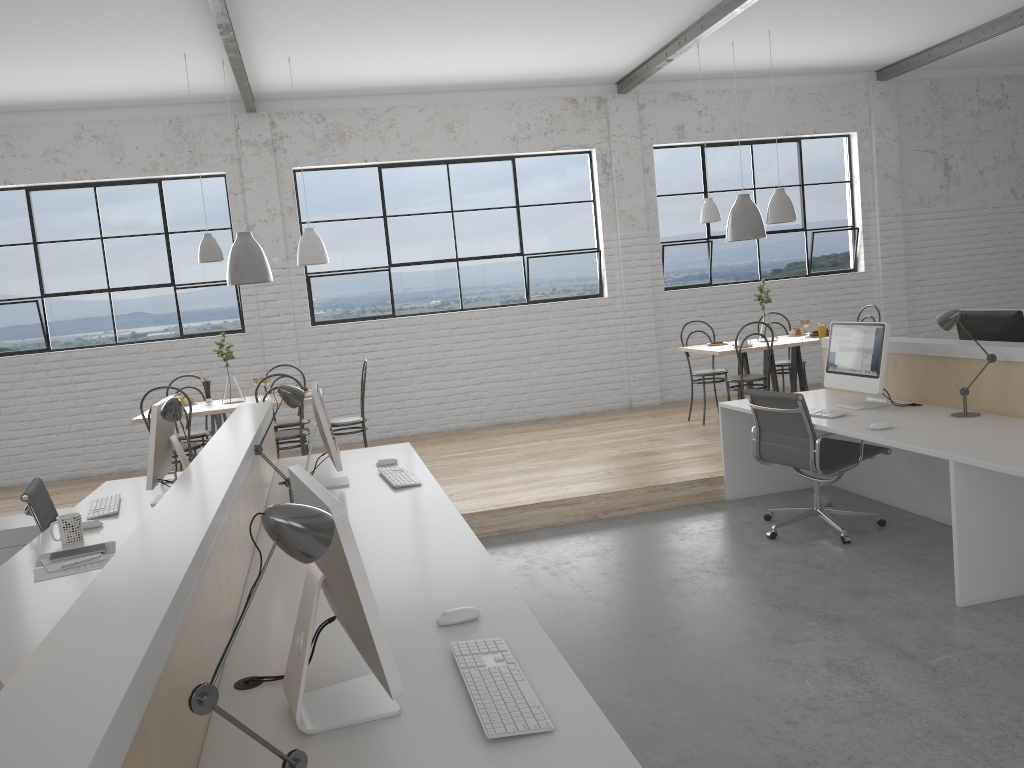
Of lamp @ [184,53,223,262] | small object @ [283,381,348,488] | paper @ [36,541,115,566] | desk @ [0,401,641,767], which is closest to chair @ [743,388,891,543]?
desk @ [0,401,641,767]

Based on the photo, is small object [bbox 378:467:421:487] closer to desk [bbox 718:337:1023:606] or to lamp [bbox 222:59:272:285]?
desk [bbox 718:337:1023:606]

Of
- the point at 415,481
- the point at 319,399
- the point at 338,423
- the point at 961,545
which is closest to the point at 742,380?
the point at 338,423

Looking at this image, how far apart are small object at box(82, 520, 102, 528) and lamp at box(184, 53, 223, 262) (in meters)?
2.37

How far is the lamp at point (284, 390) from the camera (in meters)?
2.85

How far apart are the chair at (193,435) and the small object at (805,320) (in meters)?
3.79

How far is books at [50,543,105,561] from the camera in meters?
2.5 m

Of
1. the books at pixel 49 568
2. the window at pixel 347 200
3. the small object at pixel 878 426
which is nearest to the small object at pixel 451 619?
the books at pixel 49 568

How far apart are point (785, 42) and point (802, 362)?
2.22m

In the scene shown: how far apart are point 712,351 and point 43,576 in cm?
410
